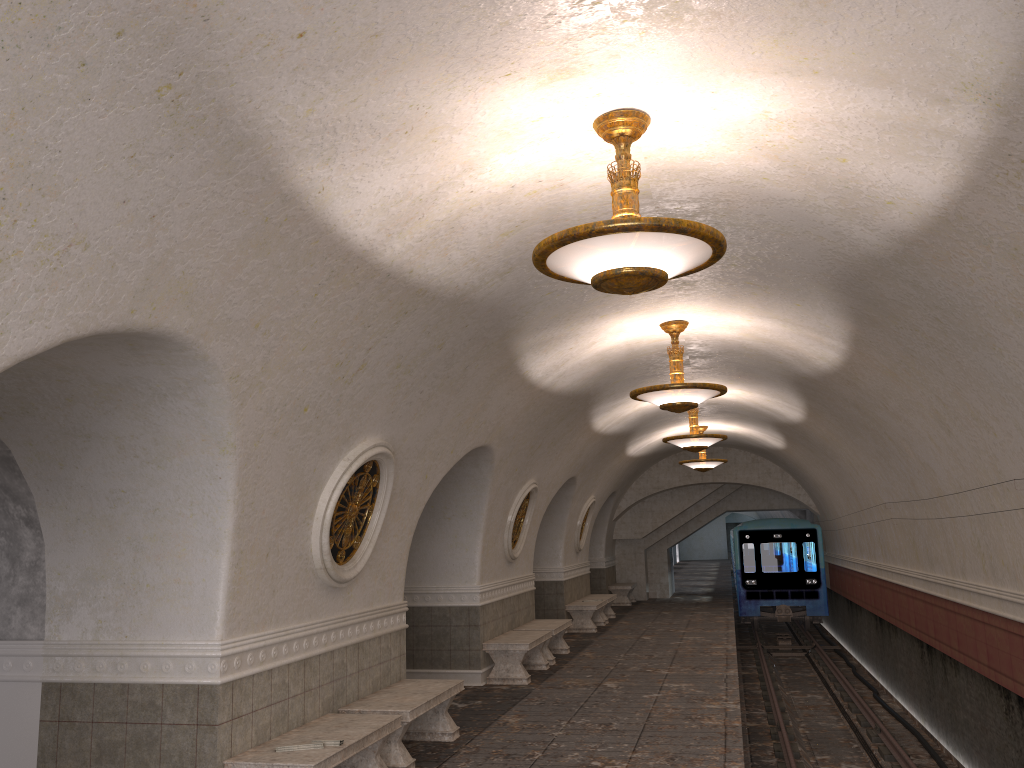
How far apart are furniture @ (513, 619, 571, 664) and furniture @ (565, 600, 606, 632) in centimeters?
297cm

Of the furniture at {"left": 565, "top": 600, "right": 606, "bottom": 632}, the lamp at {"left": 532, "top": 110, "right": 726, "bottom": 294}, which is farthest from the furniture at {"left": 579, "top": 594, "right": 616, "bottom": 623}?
the lamp at {"left": 532, "top": 110, "right": 726, "bottom": 294}

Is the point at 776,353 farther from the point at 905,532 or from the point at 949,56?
the point at 949,56

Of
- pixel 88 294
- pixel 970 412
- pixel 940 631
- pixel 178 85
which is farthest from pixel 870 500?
pixel 178 85

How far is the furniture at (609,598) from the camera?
18.6m

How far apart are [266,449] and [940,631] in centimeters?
898cm

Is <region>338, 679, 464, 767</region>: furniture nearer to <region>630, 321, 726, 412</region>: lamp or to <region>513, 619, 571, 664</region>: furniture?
<region>630, 321, 726, 412</region>: lamp

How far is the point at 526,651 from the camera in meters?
11.1

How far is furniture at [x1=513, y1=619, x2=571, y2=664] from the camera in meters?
12.8 m

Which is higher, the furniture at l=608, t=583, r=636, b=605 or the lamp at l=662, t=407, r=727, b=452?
the lamp at l=662, t=407, r=727, b=452
